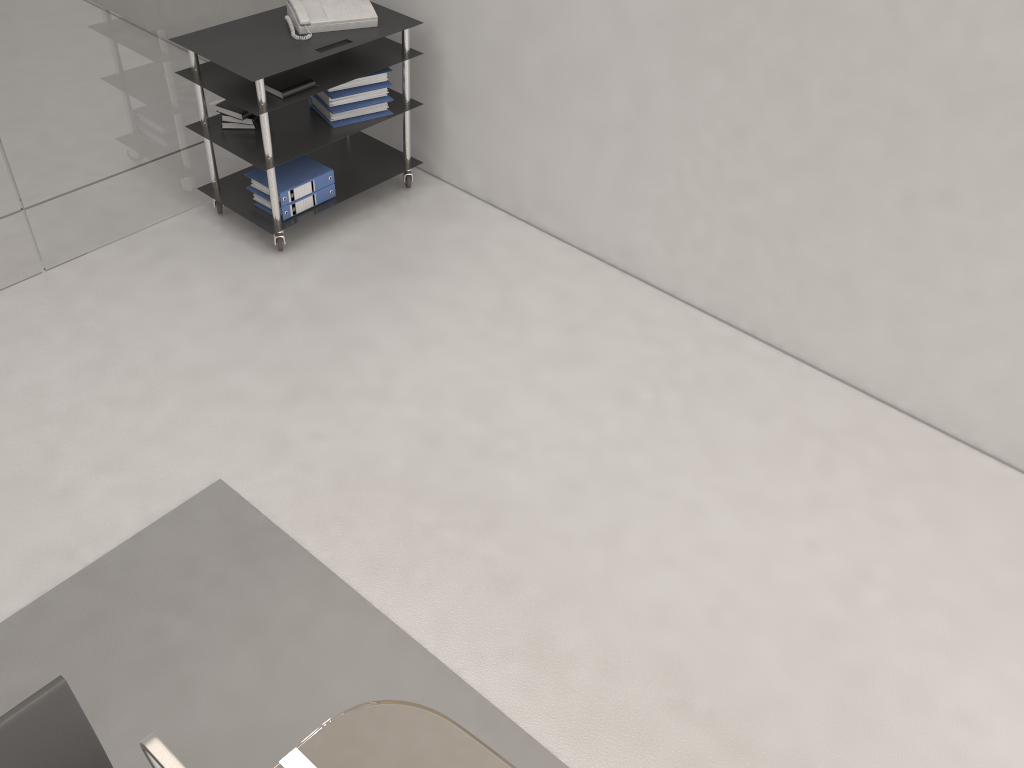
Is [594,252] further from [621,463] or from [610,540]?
[610,540]

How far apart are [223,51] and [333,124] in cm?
60

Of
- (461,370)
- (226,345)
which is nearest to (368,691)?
(461,370)

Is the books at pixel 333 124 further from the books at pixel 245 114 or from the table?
the table

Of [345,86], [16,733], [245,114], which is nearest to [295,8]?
[345,86]

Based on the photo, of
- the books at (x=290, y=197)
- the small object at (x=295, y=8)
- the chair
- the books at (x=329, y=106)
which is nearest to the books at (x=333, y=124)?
the books at (x=329, y=106)

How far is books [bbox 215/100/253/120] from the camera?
4.0m

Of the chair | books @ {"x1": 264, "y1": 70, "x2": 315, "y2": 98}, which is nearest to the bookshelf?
books @ {"x1": 264, "y1": 70, "x2": 315, "y2": 98}

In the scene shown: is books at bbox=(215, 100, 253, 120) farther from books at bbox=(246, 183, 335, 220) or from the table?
the table

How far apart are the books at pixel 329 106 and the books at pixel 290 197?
0.27m
